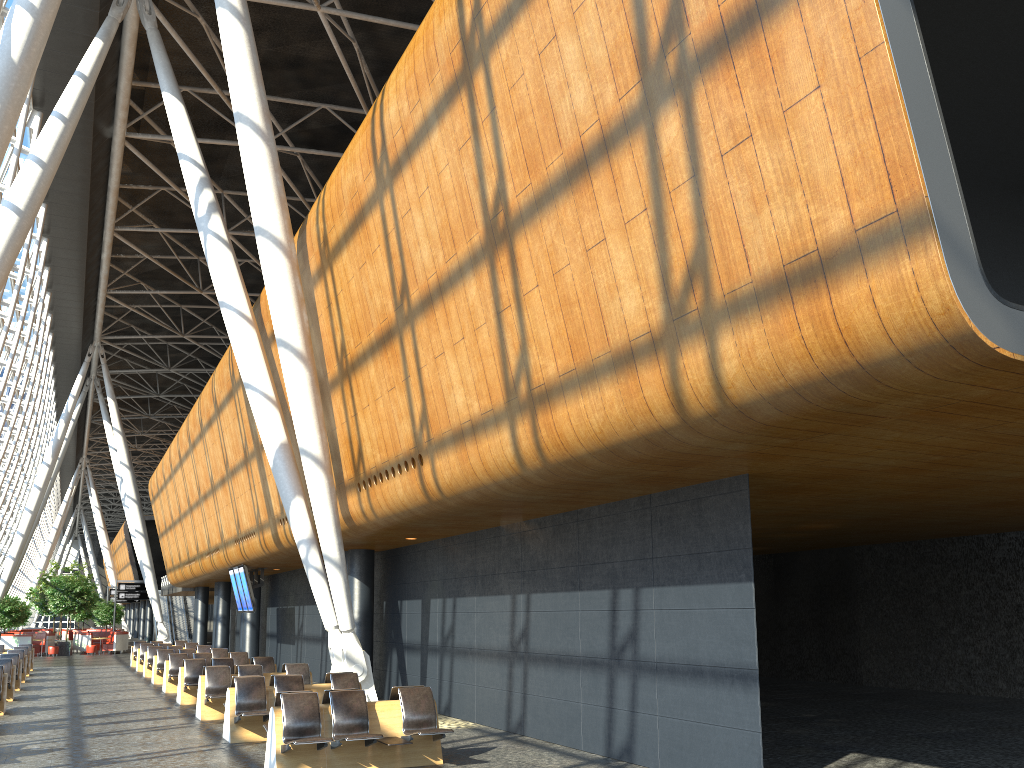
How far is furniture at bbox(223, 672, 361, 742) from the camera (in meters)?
11.73

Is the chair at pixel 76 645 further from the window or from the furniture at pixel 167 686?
the furniture at pixel 167 686

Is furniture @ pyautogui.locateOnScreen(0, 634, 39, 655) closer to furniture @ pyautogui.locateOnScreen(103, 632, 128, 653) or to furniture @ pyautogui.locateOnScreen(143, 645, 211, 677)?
furniture @ pyautogui.locateOnScreen(103, 632, 128, 653)

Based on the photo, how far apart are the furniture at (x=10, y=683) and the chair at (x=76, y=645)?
27.61m

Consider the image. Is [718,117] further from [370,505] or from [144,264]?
[144,264]

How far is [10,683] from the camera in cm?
1803

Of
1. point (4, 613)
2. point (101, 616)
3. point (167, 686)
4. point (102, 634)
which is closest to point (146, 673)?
point (167, 686)

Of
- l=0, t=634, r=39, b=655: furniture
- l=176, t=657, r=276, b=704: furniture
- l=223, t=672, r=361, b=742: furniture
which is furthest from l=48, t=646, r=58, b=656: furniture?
l=223, t=672, r=361, b=742: furniture

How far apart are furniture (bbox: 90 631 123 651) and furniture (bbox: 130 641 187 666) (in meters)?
17.34

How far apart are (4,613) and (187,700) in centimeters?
2640cm
